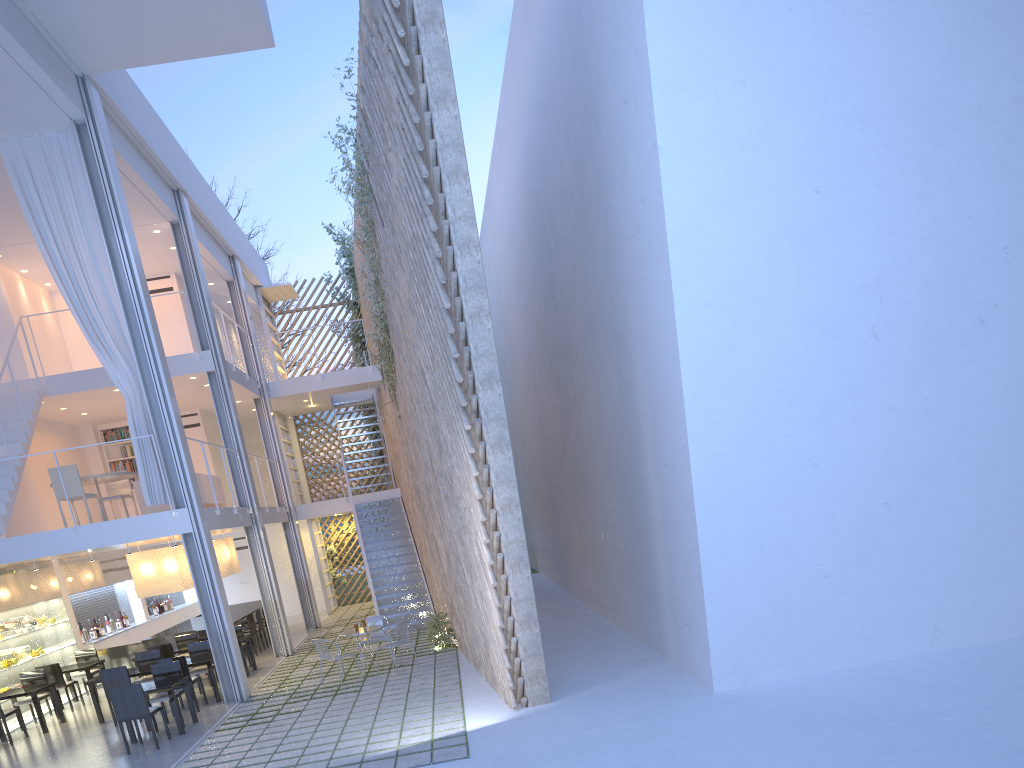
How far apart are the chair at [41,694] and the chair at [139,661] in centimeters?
70cm

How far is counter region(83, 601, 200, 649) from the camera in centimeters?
793cm

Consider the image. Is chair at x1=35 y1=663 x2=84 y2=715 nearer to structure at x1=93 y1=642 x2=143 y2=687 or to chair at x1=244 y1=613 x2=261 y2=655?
structure at x1=93 y1=642 x2=143 y2=687

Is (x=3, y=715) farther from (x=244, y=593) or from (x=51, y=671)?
(x=244, y=593)

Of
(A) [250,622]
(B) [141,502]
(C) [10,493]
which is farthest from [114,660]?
(C) [10,493]

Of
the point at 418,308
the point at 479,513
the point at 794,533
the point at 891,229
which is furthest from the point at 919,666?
the point at 418,308

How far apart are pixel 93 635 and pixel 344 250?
5.6 meters

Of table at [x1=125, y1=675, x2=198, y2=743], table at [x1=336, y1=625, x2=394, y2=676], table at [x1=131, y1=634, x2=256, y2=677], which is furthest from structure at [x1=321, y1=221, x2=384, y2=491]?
table at [x1=125, y1=675, x2=198, y2=743]

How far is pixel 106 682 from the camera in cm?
551

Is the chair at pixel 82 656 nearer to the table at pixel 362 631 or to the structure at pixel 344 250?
the table at pixel 362 631
